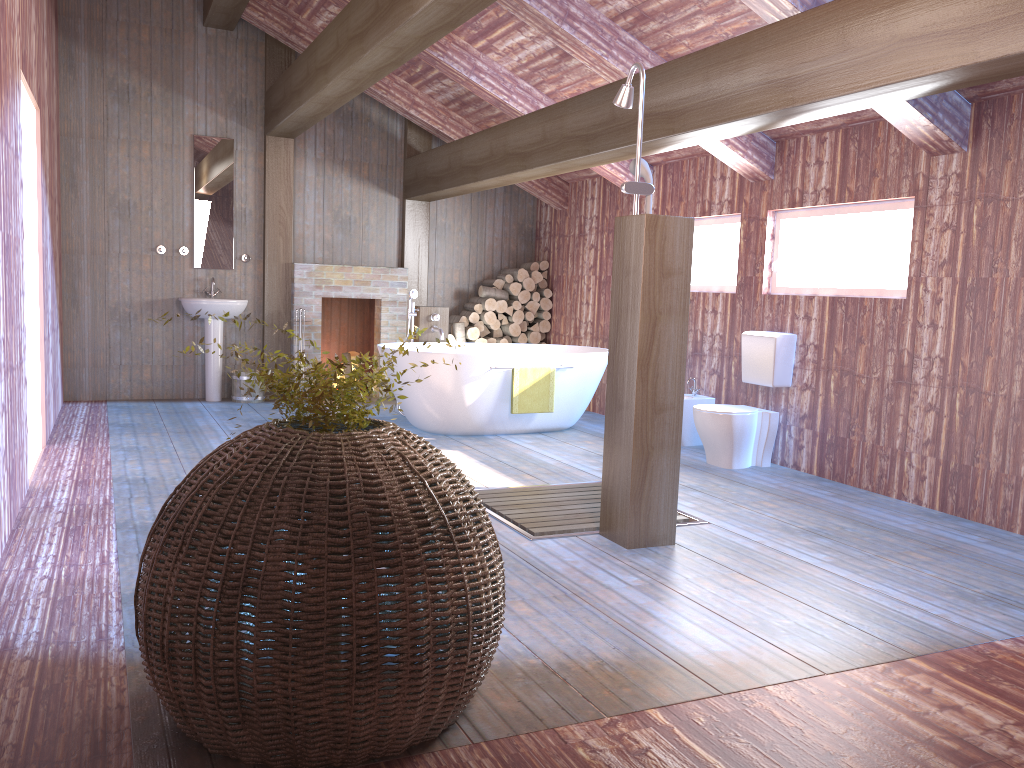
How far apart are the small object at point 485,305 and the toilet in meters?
3.5

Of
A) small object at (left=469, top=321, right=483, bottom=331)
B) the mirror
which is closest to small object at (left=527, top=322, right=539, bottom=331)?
small object at (left=469, top=321, right=483, bottom=331)

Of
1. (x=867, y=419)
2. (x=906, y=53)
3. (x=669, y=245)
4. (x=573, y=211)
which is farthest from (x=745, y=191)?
(x=906, y=53)

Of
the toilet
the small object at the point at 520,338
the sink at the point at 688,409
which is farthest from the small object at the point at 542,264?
the toilet

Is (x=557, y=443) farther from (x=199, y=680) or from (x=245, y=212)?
(x=199, y=680)

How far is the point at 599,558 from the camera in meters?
3.8 m

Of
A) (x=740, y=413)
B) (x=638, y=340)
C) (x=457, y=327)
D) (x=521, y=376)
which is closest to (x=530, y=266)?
(x=457, y=327)

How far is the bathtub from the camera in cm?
654

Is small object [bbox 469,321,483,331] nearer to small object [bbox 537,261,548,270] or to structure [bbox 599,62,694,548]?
small object [bbox 537,261,548,270]

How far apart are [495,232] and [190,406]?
3.60m
